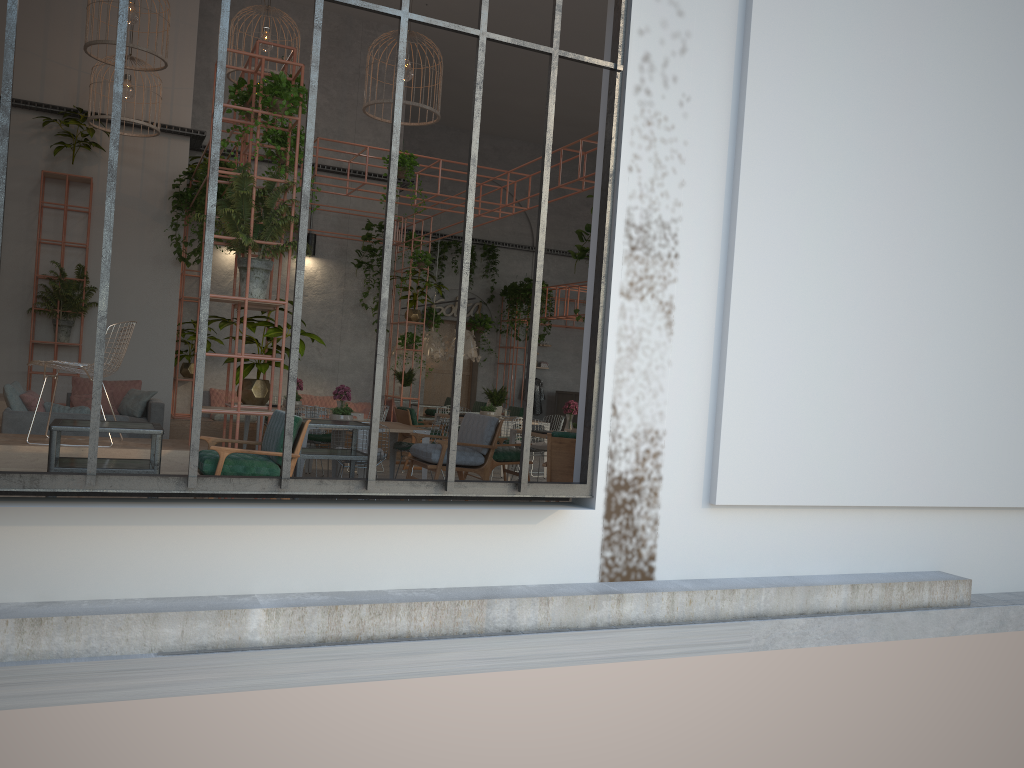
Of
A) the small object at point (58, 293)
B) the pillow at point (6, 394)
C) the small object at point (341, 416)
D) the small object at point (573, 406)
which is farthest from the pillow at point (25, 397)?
the small object at point (573, 406)

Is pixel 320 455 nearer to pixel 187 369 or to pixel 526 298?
pixel 187 369

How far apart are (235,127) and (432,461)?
3.3 meters

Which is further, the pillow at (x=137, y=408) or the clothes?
the clothes

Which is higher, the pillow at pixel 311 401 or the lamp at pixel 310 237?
the lamp at pixel 310 237

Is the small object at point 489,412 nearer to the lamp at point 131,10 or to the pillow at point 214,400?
the pillow at point 214,400

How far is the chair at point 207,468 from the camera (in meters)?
5.53

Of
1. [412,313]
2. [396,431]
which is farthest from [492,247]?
[396,431]

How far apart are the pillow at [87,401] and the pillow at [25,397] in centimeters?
277cm

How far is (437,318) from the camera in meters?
20.8
